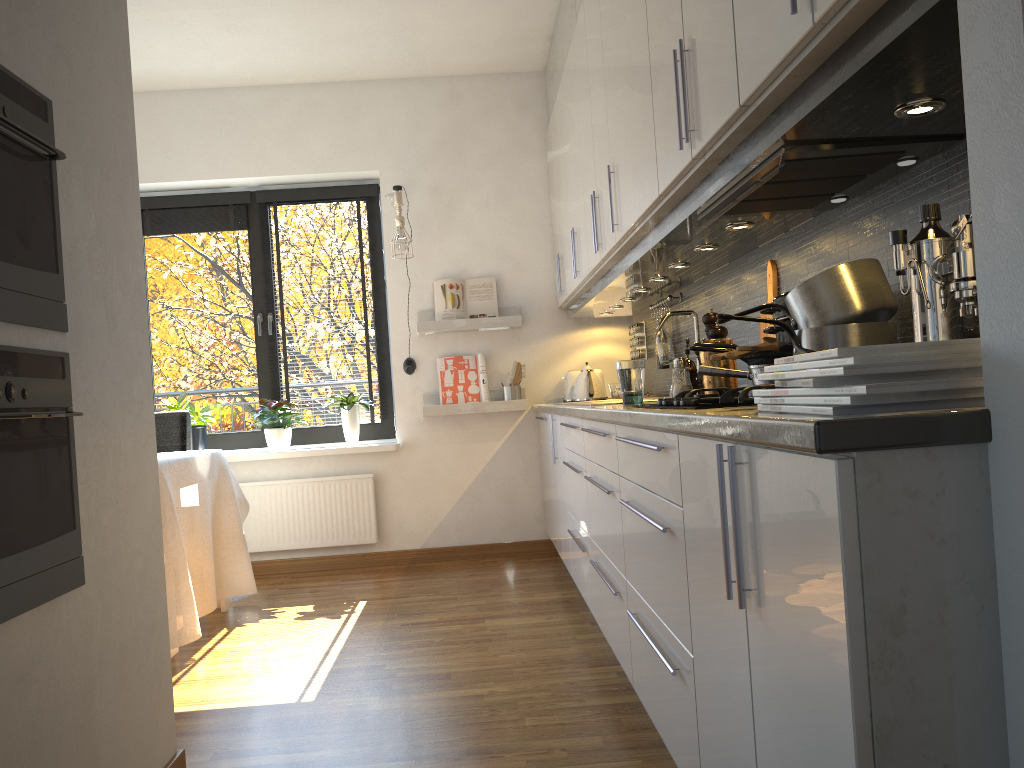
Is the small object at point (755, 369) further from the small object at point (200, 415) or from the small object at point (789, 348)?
the small object at point (200, 415)

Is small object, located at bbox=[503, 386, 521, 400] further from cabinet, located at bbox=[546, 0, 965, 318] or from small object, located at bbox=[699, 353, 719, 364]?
small object, located at bbox=[699, 353, 719, 364]

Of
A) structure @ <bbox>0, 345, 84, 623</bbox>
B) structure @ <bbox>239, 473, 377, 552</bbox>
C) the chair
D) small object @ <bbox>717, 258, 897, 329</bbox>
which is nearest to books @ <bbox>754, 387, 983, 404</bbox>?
small object @ <bbox>717, 258, 897, 329</bbox>

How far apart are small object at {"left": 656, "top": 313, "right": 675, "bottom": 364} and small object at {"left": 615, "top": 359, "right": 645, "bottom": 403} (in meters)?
1.15

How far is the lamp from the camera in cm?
485

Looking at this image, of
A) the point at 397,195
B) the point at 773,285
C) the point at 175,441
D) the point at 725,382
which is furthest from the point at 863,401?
the point at 397,195

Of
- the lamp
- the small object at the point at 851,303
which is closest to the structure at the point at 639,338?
the lamp

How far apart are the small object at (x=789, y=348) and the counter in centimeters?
37cm

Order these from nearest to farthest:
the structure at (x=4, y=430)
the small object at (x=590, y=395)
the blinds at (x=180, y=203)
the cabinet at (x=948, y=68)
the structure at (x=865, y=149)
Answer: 1. the cabinet at (x=948, y=68)
2. the structure at (x=4, y=430)
3. the structure at (x=865, y=149)
4. the small object at (x=590, y=395)
5. the blinds at (x=180, y=203)

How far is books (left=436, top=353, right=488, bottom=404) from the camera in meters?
5.0 m
